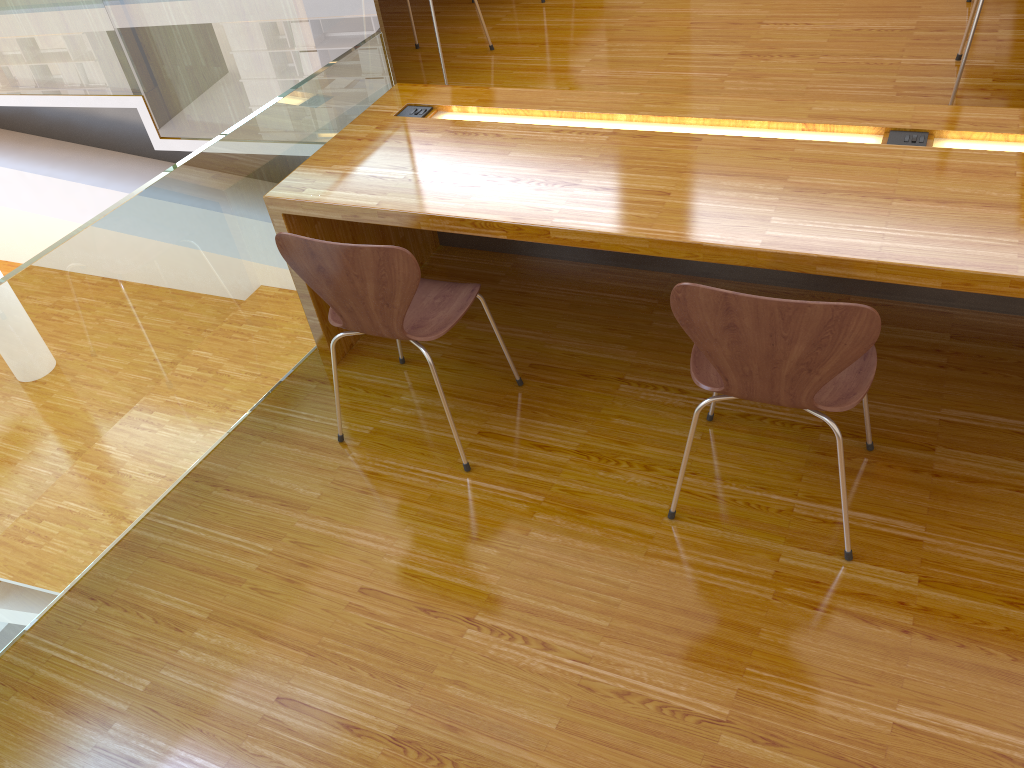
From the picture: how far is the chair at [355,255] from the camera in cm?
201

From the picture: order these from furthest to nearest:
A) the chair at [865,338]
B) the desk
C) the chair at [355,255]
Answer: the chair at [355,255]
the desk
the chair at [865,338]

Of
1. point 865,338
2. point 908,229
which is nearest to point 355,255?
point 865,338

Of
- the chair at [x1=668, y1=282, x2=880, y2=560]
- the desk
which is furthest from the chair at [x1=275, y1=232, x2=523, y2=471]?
the chair at [x1=668, y1=282, x2=880, y2=560]

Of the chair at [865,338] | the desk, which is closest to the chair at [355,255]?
the desk

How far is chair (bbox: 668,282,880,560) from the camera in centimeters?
163cm

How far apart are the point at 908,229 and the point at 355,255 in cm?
121

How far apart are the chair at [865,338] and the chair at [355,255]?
0.6 meters

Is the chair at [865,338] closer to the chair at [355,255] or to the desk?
the desk

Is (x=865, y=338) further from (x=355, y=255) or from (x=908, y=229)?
(x=355, y=255)
